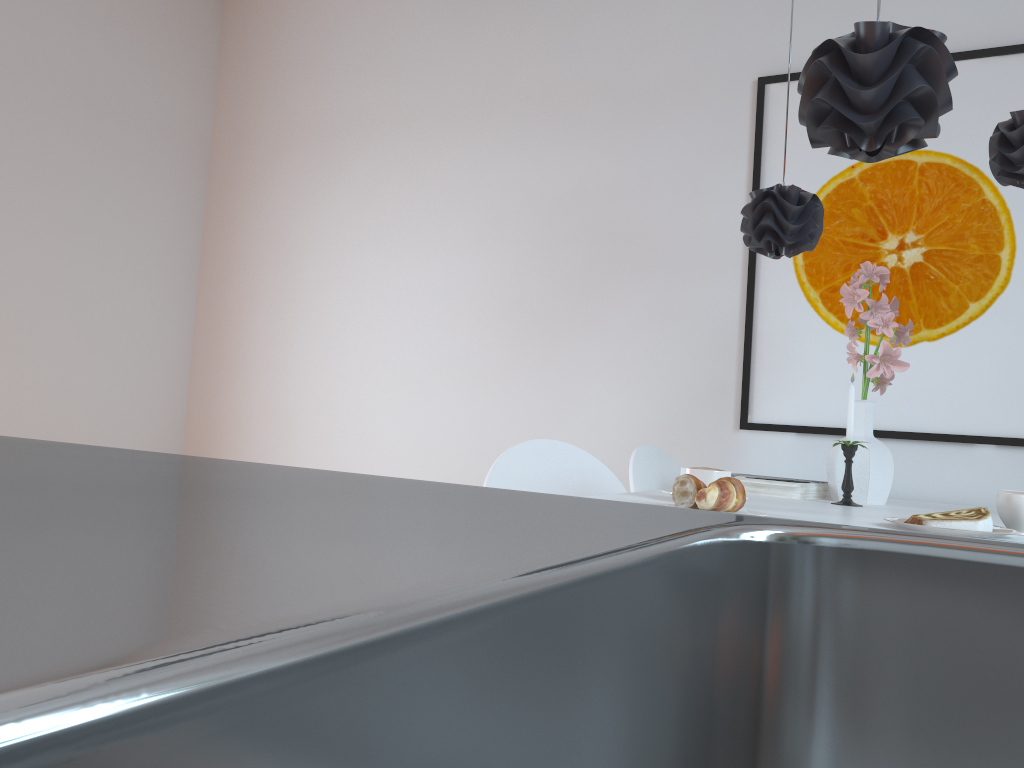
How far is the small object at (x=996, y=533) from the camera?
1.3m

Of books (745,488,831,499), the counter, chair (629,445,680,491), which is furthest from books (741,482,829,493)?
the counter

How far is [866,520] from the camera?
1.5m

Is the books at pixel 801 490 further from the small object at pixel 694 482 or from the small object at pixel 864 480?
the small object at pixel 694 482

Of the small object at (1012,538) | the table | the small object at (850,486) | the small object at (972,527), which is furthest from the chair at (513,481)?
the small object at (1012,538)

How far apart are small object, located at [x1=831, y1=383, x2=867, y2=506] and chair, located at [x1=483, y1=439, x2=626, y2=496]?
0.5m

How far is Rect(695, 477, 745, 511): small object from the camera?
1.4 meters

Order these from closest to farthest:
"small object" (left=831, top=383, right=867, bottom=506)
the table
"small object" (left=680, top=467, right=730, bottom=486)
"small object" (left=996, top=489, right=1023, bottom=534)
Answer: "small object" (left=996, top=489, right=1023, bottom=534) → the table → "small object" (left=680, top=467, right=730, bottom=486) → "small object" (left=831, top=383, right=867, bottom=506)

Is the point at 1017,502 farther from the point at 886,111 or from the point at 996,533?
the point at 886,111

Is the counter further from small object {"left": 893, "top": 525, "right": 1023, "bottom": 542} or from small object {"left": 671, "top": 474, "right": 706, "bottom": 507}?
small object {"left": 893, "top": 525, "right": 1023, "bottom": 542}
